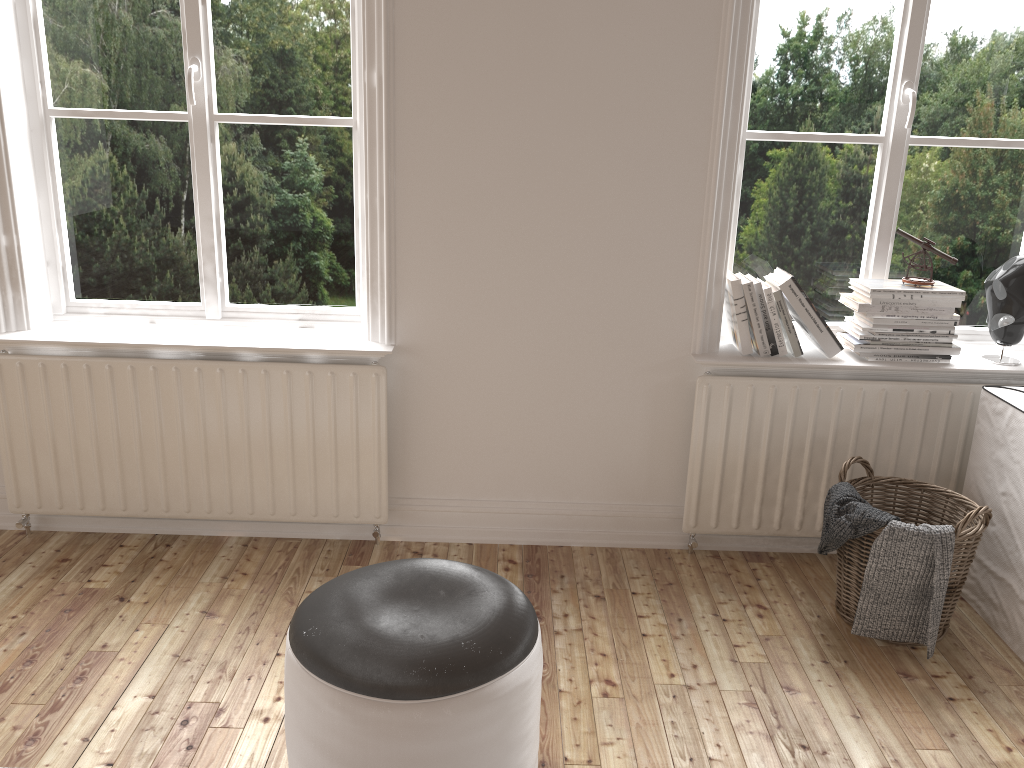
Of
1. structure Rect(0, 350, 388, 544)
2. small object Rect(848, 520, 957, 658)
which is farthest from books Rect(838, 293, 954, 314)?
structure Rect(0, 350, 388, 544)

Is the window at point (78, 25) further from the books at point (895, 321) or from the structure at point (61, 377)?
the books at point (895, 321)

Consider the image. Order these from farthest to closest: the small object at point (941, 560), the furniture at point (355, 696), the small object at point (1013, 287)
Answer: the small object at point (1013, 287) < the small object at point (941, 560) < the furniture at point (355, 696)

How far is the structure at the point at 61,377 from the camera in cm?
272

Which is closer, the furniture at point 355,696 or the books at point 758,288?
the furniture at point 355,696

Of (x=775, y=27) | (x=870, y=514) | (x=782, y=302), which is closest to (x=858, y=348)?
(x=782, y=302)

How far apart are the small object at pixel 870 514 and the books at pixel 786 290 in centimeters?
44cm

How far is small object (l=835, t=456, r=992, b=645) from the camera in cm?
231

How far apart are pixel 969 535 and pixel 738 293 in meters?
0.9 m

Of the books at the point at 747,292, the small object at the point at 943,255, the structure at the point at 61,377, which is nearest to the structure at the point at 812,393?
the books at the point at 747,292
